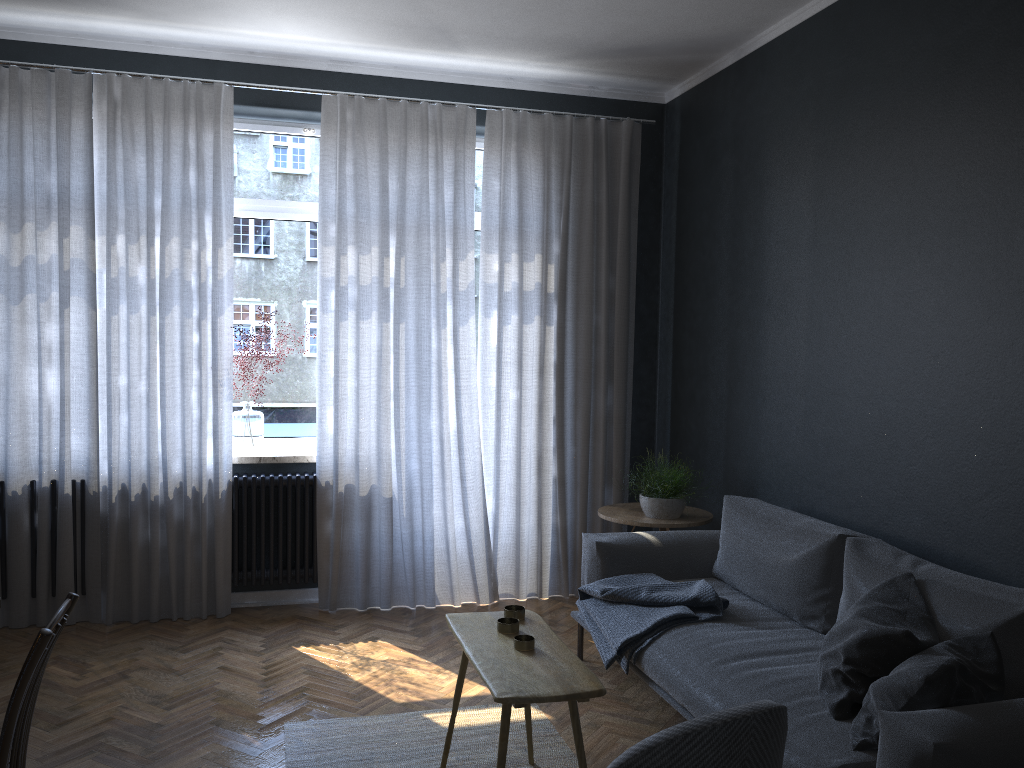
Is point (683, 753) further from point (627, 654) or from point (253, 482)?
point (253, 482)

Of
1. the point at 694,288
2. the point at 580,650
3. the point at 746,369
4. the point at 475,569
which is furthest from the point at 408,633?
the point at 694,288

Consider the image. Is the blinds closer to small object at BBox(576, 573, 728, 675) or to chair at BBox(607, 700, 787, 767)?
small object at BBox(576, 573, 728, 675)

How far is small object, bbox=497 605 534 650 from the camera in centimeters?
265cm

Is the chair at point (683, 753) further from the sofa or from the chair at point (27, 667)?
the chair at point (27, 667)

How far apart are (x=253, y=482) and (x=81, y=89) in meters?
2.2 m

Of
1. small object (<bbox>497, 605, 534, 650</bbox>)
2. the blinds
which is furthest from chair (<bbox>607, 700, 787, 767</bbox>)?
the blinds

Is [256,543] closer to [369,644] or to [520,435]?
[369,644]

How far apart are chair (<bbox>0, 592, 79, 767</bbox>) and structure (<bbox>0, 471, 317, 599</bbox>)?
2.5m

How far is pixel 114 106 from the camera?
4.41m
